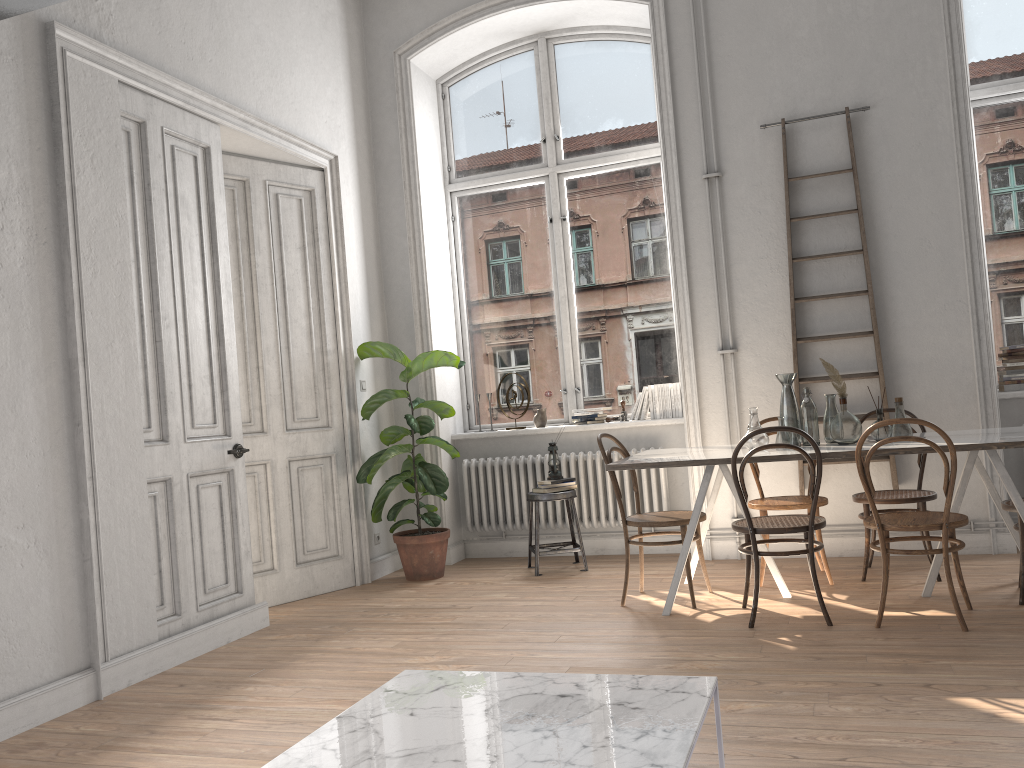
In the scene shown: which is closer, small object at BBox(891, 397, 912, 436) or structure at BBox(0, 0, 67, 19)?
structure at BBox(0, 0, 67, 19)

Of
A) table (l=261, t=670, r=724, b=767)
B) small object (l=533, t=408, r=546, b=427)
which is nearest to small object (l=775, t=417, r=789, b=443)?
small object (l=533, t=408, r=546, b=427)

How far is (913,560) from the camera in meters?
5.3

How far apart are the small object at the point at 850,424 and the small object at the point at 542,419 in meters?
2.5 m

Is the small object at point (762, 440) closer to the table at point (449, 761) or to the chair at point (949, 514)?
the chair at point (949, 514)

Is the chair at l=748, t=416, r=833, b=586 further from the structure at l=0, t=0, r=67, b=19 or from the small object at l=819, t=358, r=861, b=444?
the structure at l=0, t=0, r=67, b=19

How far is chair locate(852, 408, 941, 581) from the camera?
4.7 meters

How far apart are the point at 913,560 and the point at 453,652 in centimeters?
293cm

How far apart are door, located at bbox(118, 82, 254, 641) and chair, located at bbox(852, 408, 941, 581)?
3.4 meters

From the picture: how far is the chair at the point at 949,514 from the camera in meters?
3.8 m
